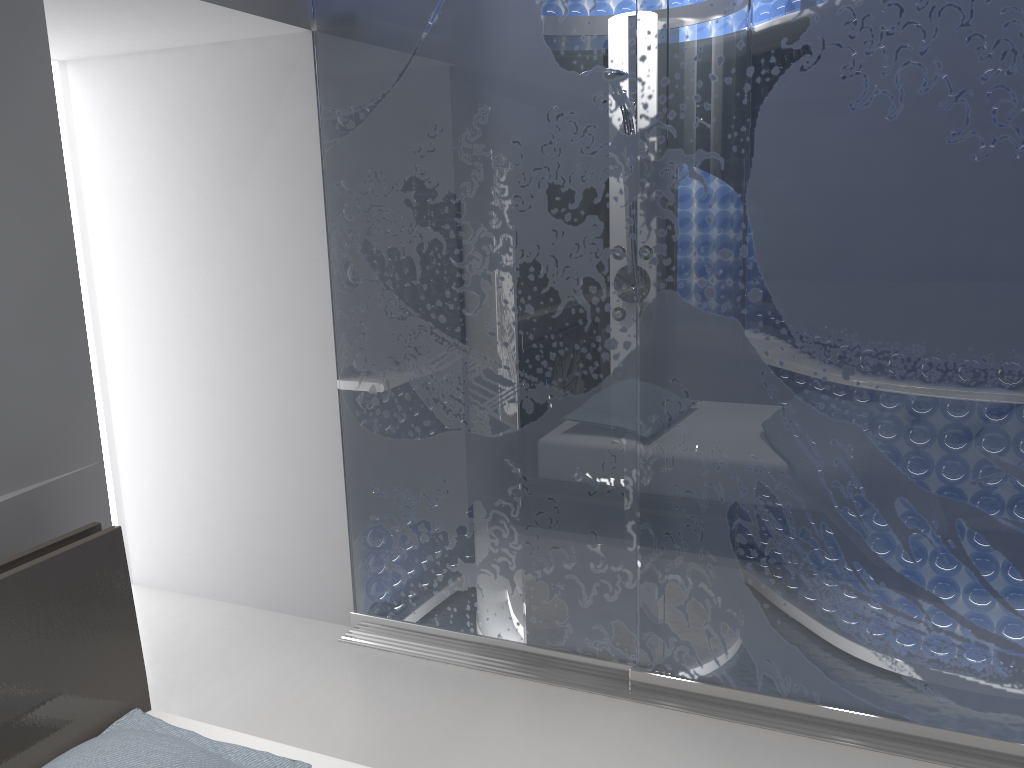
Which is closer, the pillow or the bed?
the pillow

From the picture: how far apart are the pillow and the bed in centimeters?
6cm

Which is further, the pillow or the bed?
the bed

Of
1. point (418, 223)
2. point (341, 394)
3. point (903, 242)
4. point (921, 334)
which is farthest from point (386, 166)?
point (921, 334)

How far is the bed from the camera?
1.7m

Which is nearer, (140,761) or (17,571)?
(140,761)

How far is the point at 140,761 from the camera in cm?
149

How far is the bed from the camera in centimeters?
167cm

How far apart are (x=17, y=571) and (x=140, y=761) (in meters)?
0.45

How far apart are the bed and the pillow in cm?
6
